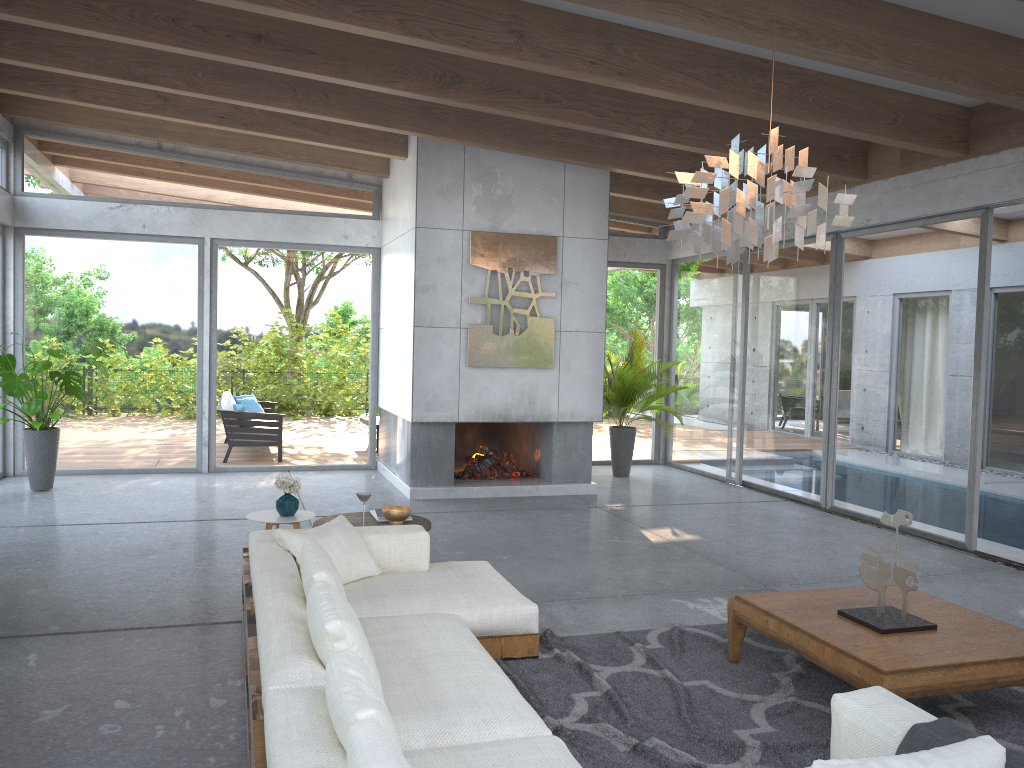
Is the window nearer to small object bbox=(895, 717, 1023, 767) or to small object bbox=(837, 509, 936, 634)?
small object bbox=(837, 509, 936, 634)

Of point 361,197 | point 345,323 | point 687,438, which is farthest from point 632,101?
point 687,438

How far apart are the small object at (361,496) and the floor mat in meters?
1.4

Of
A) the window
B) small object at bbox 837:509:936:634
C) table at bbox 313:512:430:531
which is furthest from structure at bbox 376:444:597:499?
small object at bbox 837:509:936:634

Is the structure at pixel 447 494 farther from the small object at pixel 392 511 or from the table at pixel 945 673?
the table at pixel 945 673

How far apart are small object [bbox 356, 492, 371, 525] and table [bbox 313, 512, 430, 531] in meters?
0.3

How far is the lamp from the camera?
3.4 meters

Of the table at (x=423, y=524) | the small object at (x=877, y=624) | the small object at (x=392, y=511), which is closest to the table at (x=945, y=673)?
the small object at (x=877, y=624)

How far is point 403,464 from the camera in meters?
9.2 m

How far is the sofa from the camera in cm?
228
